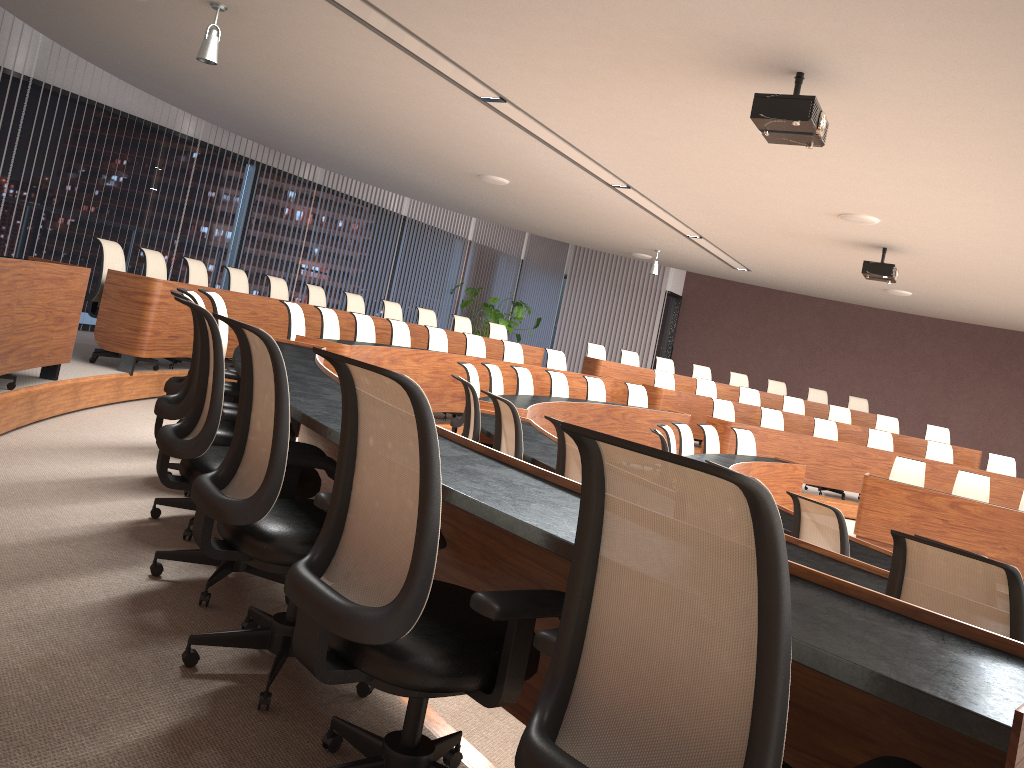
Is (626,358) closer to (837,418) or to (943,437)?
(837,418)

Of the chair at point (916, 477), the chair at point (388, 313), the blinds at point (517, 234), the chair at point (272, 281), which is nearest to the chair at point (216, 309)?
the chair at point (272, 281)

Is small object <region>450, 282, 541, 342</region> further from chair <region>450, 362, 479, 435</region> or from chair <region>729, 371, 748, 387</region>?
chair <region>450, 362, 479, 435</region>

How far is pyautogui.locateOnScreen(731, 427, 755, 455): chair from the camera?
9.15m

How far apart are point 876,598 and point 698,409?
10.7m

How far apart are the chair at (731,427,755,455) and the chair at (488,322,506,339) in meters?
4.5 m

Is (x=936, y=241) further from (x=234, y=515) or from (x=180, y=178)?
(x=180, y=178)

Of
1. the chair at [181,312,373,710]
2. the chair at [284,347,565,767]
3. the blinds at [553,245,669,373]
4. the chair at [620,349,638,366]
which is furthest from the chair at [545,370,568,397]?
the blinds at [553,245,669,373]

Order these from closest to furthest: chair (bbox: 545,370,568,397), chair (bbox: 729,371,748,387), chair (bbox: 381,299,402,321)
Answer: chair (bbox: 545,370,568,397), chair (bbox: 381,299,402,321), chair (bbox: 729,371,748,387)

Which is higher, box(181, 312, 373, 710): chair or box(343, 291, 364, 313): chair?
box(343, 291, 364, 313): chair
